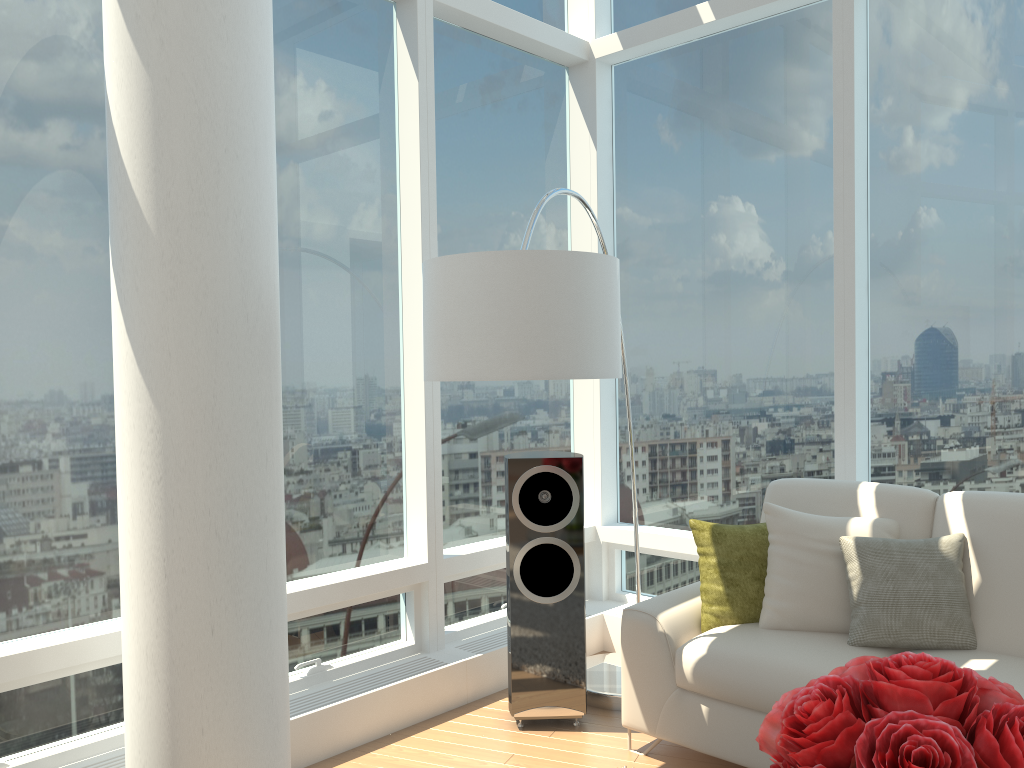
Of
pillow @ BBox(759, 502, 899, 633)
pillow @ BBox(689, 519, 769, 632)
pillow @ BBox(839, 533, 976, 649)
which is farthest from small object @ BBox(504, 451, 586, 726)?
pillow @ BBox(839, 533, 976, 649)

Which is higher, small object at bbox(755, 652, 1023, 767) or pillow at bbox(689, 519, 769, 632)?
small object at bbox(755, 652, 1023, 767)

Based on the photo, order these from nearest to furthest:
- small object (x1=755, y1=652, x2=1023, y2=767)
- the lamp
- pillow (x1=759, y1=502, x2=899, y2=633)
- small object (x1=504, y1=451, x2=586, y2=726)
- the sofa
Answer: small object (x1=755, y1=652, x2=1023, y2=767) < the lamp < the sofa < pillow (x1=759, y1=502, x2=899, y2=633) < small object (x1=504, y1=451, x2=586, y2=726)

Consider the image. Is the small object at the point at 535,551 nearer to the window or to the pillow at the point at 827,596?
the window

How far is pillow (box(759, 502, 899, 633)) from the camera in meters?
3.3

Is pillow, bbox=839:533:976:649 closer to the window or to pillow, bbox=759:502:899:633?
pillow, bbox=759:502:899:633

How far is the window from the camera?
3.10m

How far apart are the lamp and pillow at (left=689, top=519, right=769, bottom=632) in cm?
69

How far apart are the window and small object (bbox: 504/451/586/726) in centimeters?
53cm

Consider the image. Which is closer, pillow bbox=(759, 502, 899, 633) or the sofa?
the sofa
